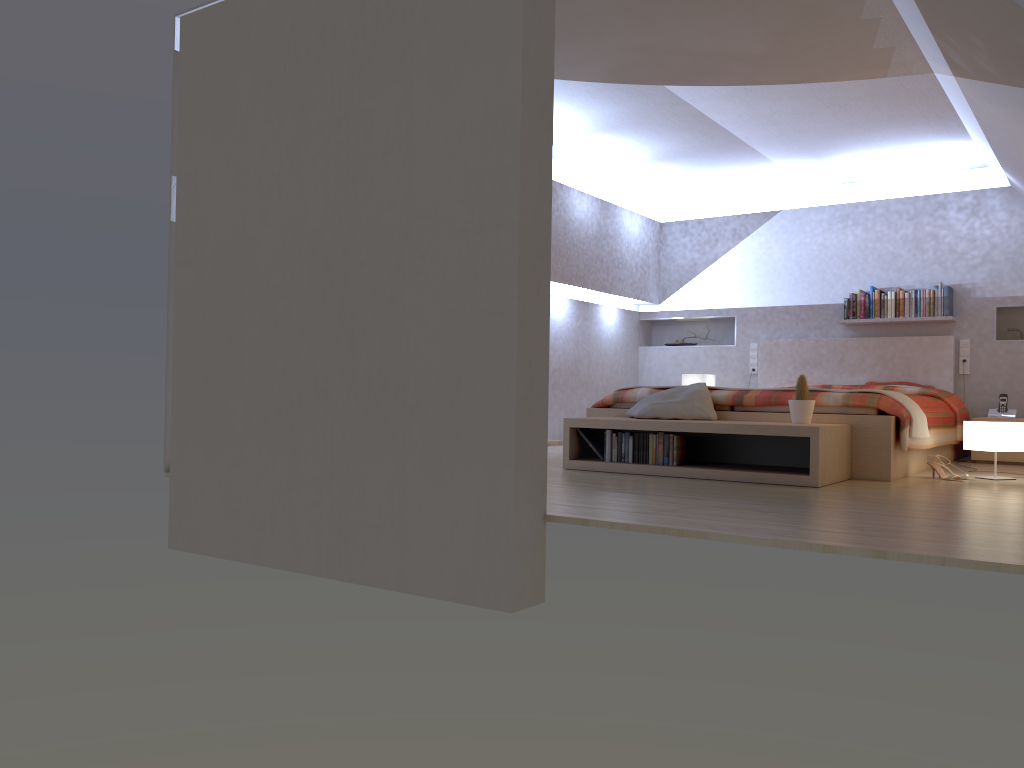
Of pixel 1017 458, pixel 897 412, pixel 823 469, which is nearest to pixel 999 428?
pixel 897 412

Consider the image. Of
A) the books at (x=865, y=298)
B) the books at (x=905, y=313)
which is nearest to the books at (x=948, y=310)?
the books at (x=905, y=313)

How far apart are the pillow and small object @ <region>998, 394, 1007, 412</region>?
3.1 meters

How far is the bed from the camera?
4.91m

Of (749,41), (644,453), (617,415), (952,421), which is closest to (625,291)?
(617,415)

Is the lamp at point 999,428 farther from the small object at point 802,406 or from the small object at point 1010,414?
the small object at point 1010,414

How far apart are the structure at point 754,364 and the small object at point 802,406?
3.6 meters

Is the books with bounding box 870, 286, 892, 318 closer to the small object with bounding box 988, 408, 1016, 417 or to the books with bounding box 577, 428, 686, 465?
the small object with bounding box 988, 408, 1016, 417

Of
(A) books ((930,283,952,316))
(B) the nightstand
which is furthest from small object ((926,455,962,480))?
(A) books ((930,283,952,316))

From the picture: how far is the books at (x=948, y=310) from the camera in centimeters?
726cm
